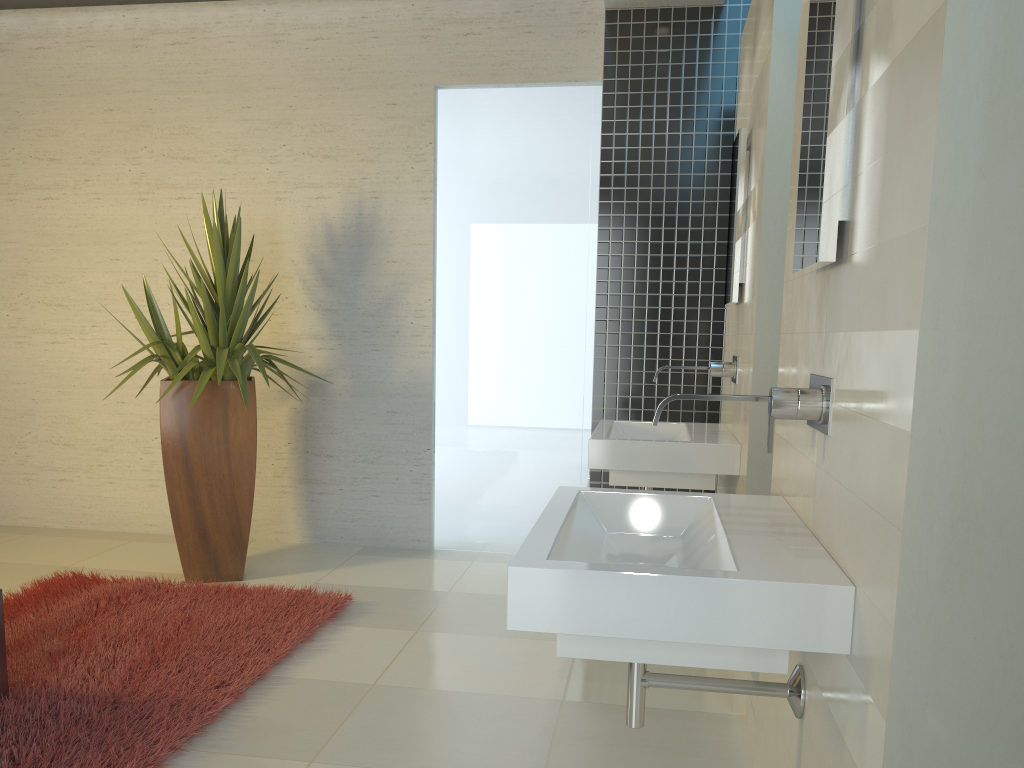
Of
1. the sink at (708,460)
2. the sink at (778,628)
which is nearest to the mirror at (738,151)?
the sink at (708,460)

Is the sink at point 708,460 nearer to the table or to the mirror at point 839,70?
the mirror at point 839,70

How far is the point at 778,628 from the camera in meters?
1.4

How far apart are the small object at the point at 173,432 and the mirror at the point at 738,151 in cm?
231

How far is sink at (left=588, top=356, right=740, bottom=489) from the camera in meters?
3.4 m

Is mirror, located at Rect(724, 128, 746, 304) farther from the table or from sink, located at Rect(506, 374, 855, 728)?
the table

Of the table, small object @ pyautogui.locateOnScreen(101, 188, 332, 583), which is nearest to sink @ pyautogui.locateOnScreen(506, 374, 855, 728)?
the table

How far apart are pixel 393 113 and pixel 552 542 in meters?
4.3

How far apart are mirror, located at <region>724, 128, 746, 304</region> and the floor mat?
2.25m

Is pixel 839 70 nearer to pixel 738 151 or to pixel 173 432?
pixel 738 151
